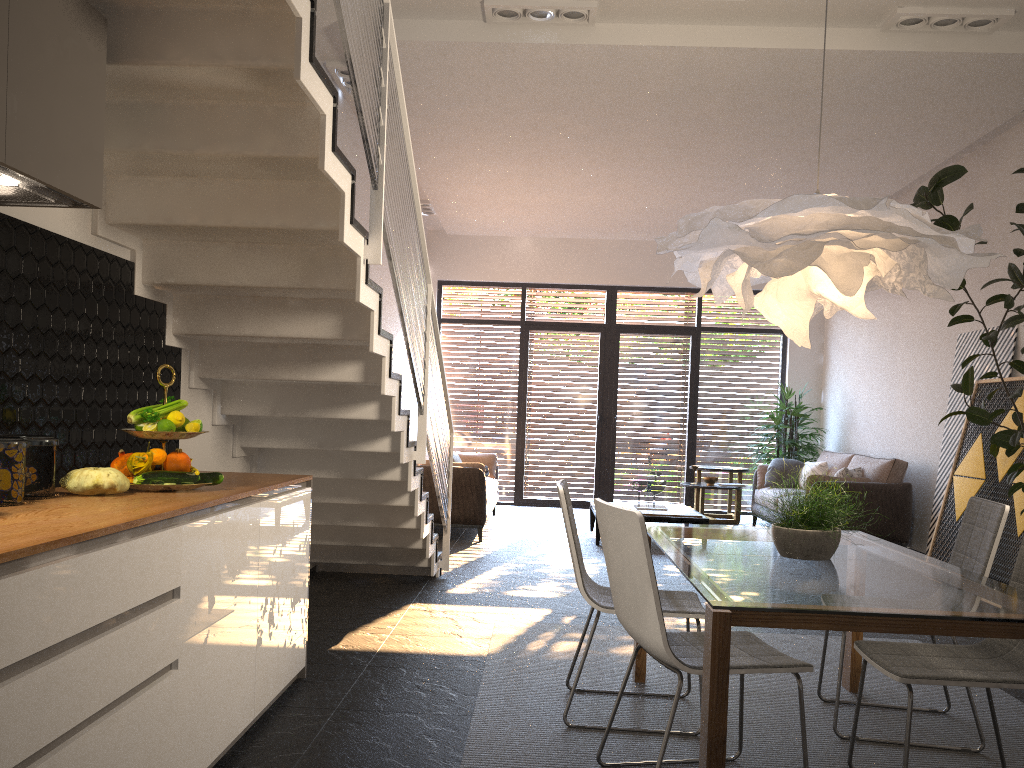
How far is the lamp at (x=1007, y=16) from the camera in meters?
5.0 m

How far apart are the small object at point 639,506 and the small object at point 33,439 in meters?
6.6

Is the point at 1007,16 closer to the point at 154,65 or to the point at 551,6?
the point at 551,6

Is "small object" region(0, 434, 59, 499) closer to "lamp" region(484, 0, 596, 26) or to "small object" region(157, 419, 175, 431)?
"small object" region(157, 419, 175, 431)

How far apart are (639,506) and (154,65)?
6.8m

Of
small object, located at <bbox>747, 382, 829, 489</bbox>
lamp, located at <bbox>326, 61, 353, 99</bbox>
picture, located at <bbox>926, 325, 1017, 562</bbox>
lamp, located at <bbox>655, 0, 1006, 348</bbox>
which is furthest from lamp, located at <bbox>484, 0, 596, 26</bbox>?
small object, located at <bbox>747, 382, 829, 489</bbox>

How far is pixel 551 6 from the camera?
5.1 meters

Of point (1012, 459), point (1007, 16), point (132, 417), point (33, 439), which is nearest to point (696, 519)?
point (1012, 459)

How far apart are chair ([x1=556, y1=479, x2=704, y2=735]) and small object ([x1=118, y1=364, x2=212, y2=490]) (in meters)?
1.34

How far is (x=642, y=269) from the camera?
11.5 meters
